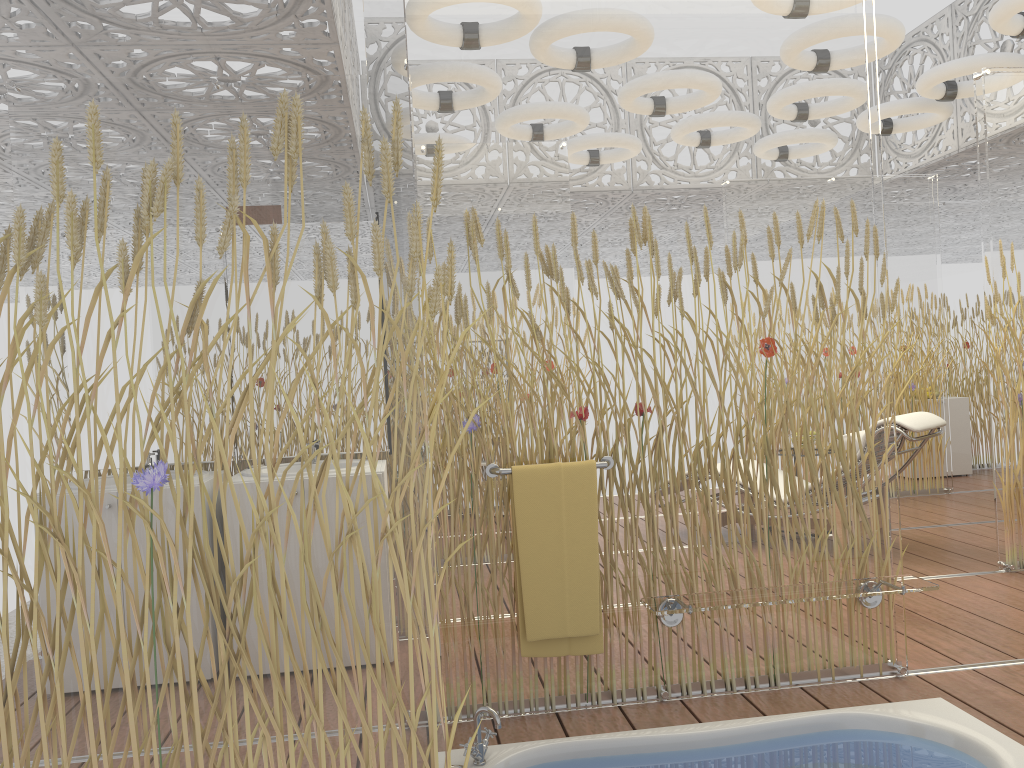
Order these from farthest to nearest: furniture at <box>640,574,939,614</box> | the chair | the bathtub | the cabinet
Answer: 1. the cabinet
2. the chair
3. furniture at <box>640,574,939,614</box>
4. the bathtub

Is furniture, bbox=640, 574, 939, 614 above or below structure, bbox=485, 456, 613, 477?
below

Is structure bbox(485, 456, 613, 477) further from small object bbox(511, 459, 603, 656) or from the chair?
the chair

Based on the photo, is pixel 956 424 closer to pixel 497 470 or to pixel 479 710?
pixel 497 470

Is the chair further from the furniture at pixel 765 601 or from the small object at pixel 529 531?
the small object at pixel 529 531

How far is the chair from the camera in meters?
4.9

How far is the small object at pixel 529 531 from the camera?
2.92m

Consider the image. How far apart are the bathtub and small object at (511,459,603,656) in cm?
28

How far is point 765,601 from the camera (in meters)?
2.86

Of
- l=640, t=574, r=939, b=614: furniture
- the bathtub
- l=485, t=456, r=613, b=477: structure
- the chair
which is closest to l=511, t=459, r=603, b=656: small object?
l=485, t=456, r=613, b=477: structure
